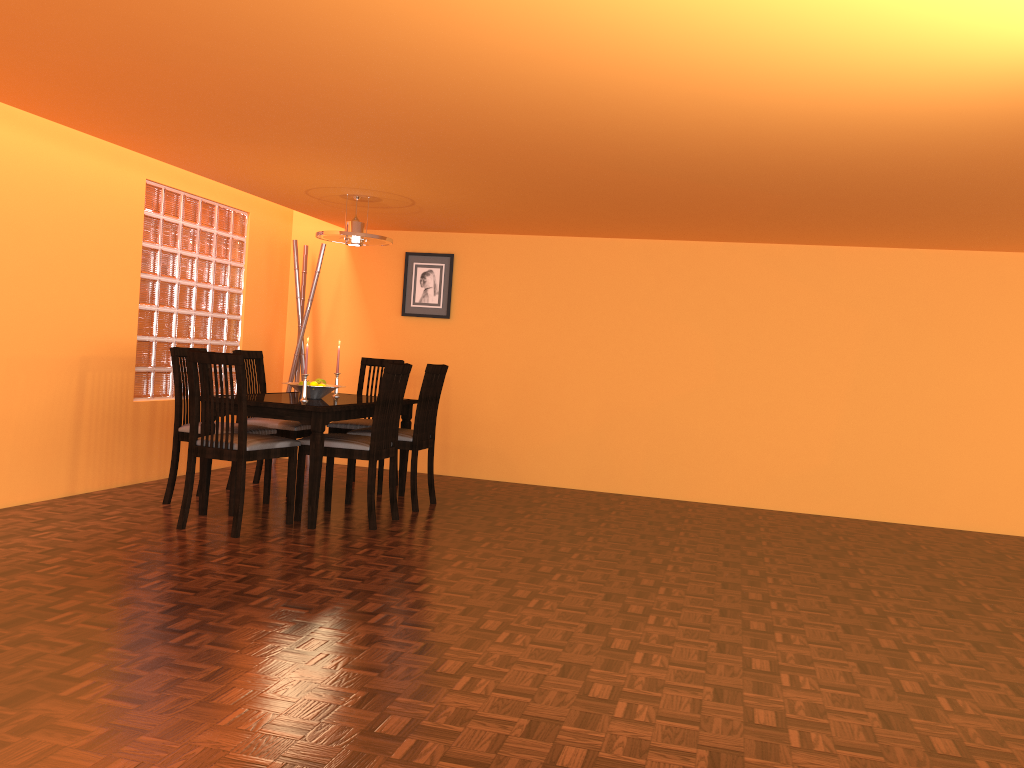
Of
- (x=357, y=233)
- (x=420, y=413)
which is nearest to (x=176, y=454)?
(x=420, y=413)

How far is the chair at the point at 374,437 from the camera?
4.2m

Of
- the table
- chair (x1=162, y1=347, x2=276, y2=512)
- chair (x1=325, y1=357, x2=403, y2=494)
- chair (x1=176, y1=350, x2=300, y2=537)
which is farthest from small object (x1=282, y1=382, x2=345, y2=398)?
chair (x1=325, y1=357, x2=403, y2=494)

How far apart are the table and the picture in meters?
1.2

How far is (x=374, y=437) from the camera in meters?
4.2

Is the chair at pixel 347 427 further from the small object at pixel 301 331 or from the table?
the small object at pixel 301 331

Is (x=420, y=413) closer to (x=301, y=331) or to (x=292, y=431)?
(x=292, y=431)

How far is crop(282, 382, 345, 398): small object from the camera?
4.6 meters

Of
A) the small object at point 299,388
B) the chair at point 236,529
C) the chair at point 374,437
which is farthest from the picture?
the chair at point 236,529

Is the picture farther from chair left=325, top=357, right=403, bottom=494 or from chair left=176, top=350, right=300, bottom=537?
chair left=176, top=350, right=300, bottom=537
